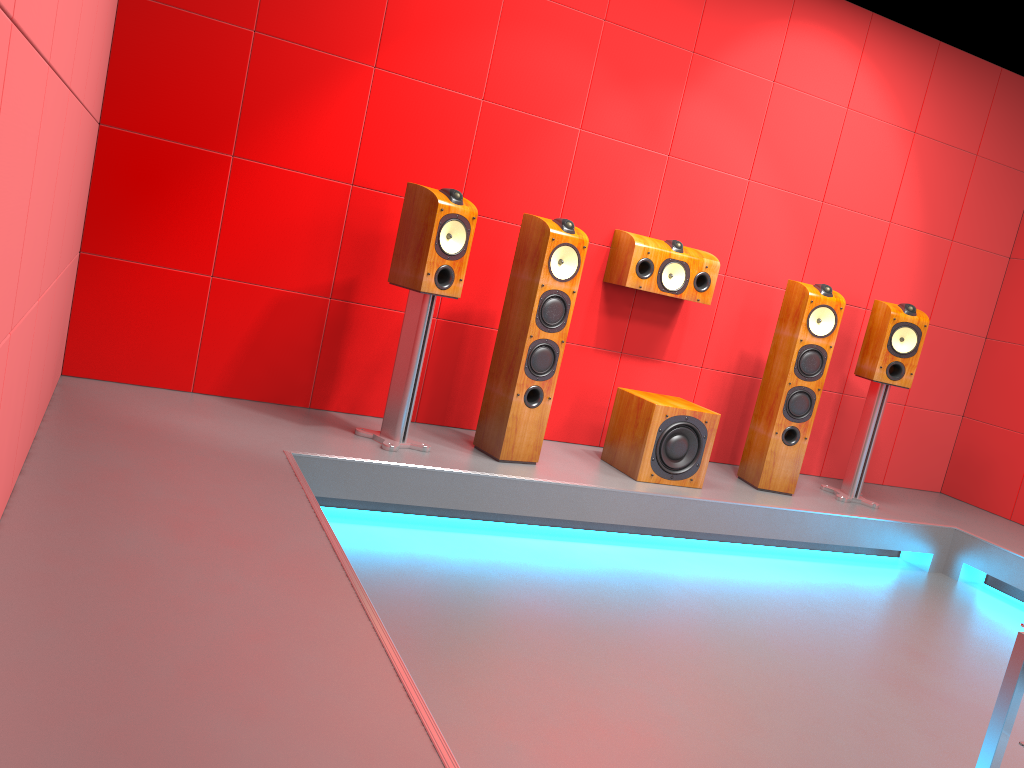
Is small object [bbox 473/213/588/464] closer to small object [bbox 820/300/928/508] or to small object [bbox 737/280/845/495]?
small object [bbox 737/280/845/495]

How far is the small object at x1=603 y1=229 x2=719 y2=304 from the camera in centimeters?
417cm

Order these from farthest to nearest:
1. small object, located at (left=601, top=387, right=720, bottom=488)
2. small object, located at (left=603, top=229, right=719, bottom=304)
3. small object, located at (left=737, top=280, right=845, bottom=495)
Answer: small object, located at (left=737, top=280, right=845, bottom=495) → small object, located at (left=603, top=229, right=719, bottom=304) → small object, located at (left=601, top=387, right=720, bottom=488)

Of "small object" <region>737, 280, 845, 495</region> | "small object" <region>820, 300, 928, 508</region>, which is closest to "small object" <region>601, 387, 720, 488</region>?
"small object" <region>737, 280, 845, 495</region>

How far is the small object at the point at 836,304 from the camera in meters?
4.3

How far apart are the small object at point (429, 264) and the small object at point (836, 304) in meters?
1.7 m

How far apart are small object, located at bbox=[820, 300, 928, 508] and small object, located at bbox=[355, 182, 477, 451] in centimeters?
227cm

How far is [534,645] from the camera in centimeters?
262cm

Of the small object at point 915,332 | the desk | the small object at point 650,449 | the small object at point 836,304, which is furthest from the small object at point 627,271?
the desk

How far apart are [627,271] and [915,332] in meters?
1.5 m
